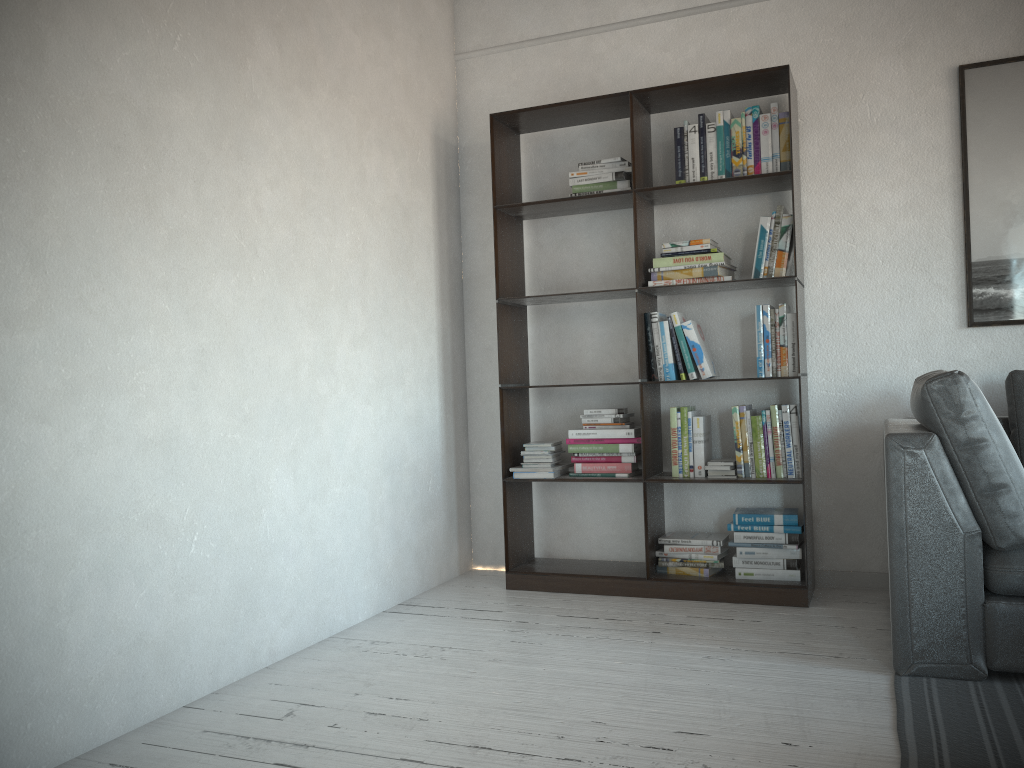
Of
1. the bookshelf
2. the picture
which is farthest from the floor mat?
the picture

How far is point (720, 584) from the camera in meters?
3.5 m

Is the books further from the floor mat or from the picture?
the floor mat

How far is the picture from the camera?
3.5 meters

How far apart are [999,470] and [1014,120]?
1.7m

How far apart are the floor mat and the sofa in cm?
2

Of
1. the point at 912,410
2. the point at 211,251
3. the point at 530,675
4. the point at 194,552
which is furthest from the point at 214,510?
the point at 912,410

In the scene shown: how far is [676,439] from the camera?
3.70m

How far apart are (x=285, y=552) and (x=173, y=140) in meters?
1.4 m

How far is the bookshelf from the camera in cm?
355
